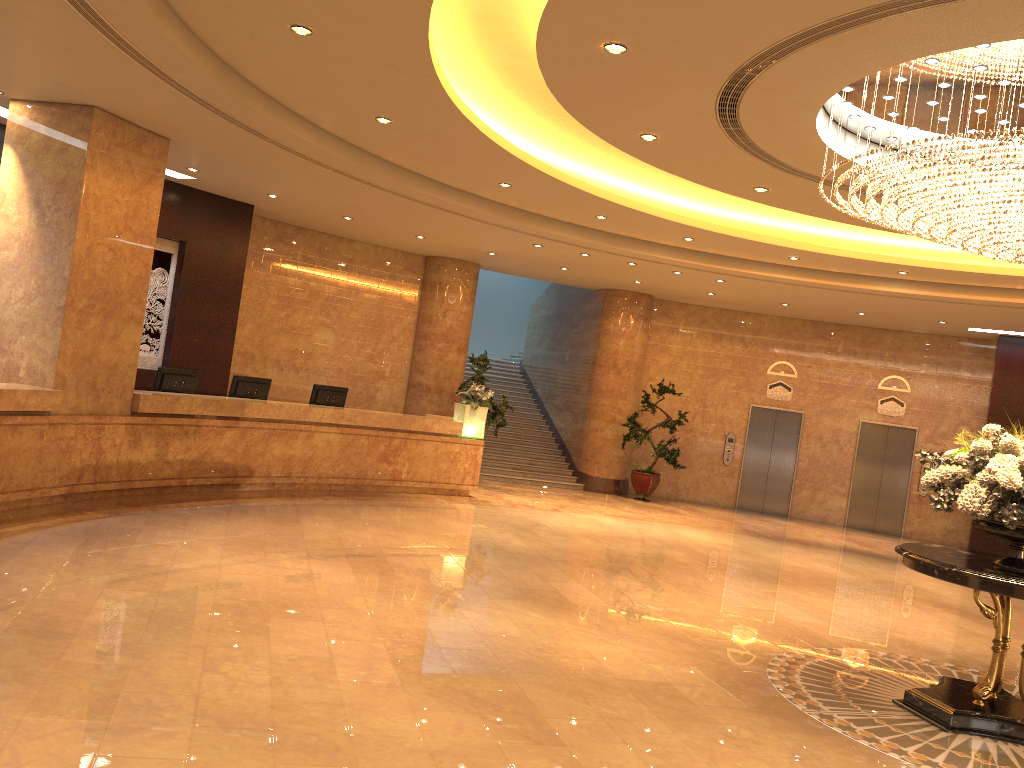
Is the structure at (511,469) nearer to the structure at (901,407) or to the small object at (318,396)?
the small object at (318,396)

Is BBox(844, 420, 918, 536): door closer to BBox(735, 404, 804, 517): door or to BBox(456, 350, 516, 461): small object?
BBox(735, 404, 804, 517): door

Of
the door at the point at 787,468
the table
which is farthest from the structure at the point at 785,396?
the table

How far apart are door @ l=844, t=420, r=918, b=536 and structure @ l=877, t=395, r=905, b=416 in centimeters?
28cm

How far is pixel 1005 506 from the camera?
5.8m

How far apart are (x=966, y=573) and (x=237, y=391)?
9.0m

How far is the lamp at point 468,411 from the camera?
13.8m

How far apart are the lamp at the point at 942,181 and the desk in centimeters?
728cm

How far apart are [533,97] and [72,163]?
4.6m

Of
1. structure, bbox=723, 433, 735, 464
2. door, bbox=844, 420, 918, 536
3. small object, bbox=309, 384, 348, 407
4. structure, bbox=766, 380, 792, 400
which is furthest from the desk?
door, bbox=844, 420, 918, 536
